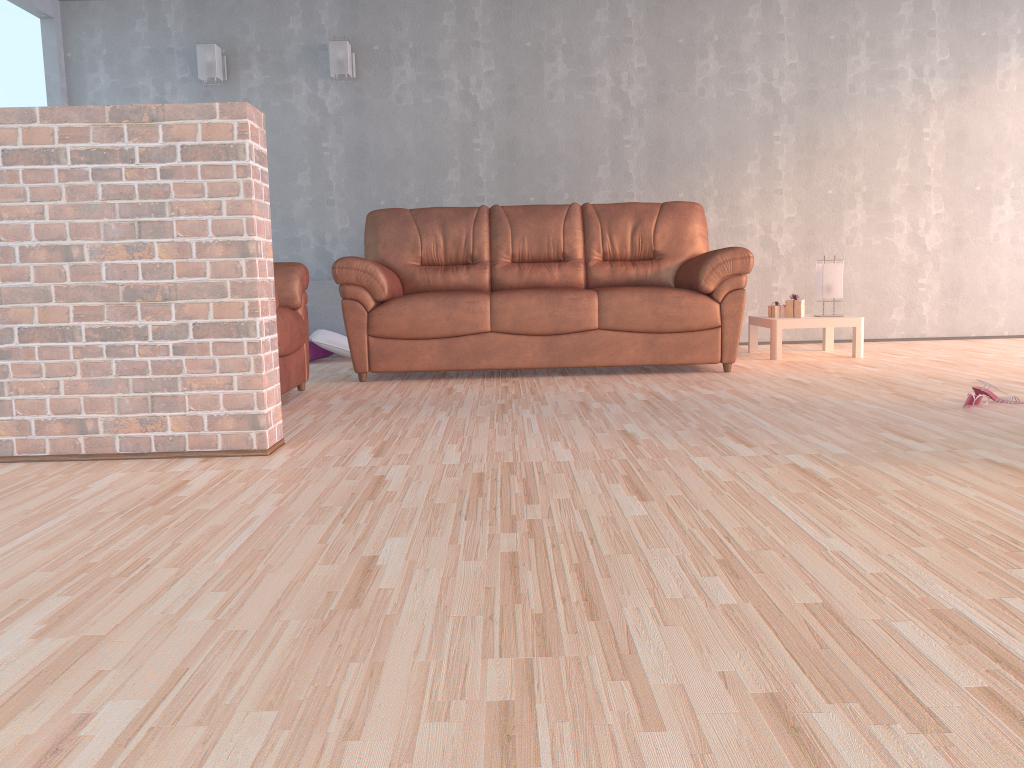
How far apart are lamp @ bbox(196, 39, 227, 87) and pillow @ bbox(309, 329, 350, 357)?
1.8 meters

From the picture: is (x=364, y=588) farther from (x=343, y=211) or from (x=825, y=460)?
(x=343, y=211)

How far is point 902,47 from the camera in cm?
614

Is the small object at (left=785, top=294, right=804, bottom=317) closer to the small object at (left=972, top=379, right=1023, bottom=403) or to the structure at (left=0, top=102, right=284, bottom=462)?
the small object at (left=972, top=379, right=1023, bottom=403)

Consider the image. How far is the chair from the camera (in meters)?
3.82

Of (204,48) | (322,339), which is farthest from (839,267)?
(204,48)

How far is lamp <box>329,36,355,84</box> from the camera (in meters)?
5.93

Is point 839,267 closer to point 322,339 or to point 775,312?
point 775,312

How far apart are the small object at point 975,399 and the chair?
2.7 meters

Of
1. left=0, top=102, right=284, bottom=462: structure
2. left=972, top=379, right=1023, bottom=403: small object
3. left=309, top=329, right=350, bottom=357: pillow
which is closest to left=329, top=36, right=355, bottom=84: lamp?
left=309, top=329, right=350, bottom=357: pillow
